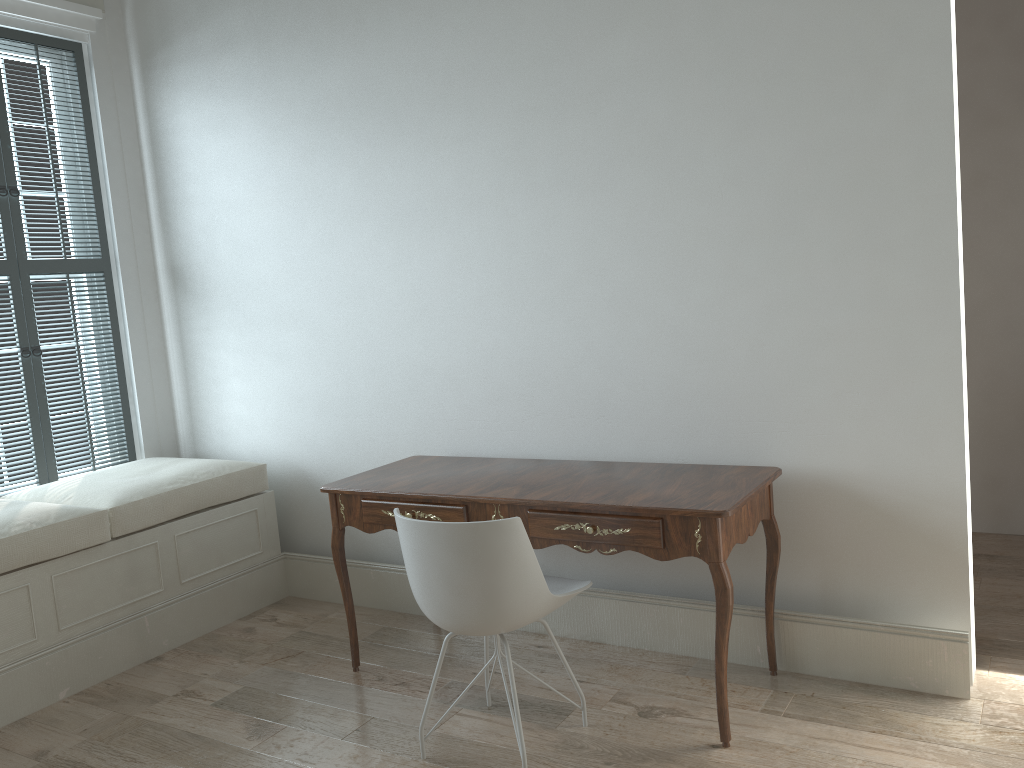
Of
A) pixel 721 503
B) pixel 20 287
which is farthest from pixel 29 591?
pixel 721 503

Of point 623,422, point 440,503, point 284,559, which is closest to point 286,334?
point 284,559

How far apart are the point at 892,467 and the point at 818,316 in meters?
0.5

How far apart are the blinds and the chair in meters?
2.2 m

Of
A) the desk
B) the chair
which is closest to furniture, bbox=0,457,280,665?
the desk

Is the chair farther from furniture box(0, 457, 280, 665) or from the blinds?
the blinds

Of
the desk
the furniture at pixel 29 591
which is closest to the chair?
the desk

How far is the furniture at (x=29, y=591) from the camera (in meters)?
2.99

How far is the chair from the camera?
2.2m

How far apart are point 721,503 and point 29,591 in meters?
2.3
